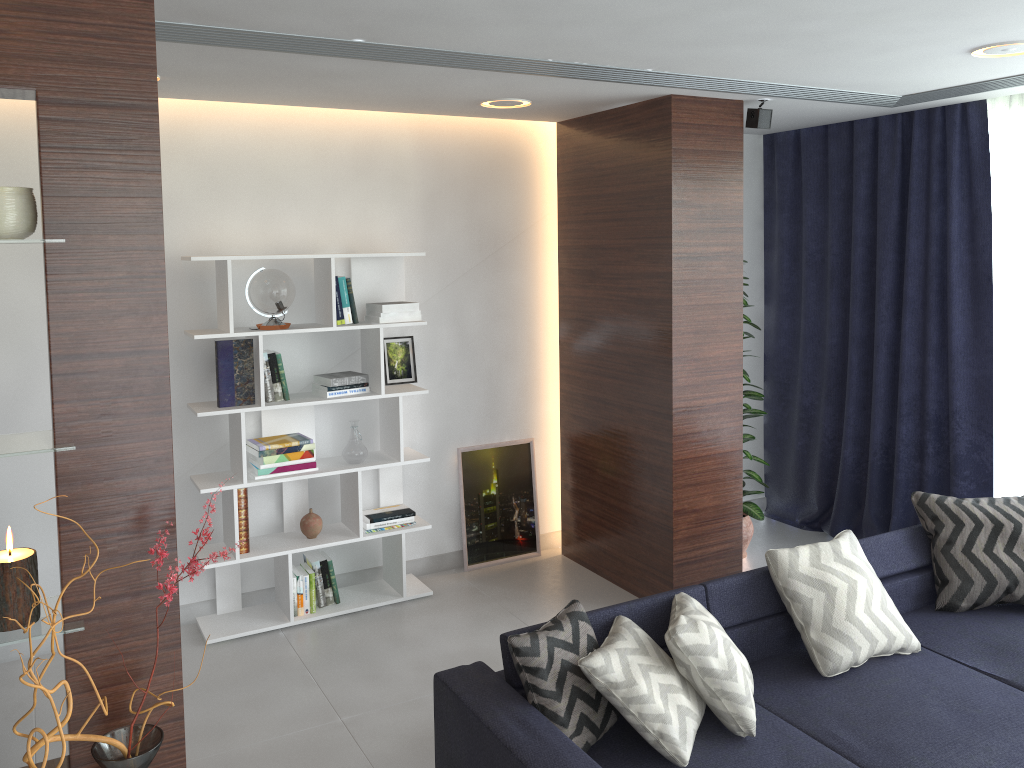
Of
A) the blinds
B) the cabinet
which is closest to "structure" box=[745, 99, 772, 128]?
the blinds

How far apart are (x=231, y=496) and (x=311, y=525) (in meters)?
0.45

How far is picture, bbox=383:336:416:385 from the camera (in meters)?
4.80

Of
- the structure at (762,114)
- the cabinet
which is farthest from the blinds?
the cabinet

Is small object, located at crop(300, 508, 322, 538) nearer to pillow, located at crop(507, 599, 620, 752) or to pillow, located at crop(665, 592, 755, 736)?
pillow, located at crop(507, 599, 620, 752)

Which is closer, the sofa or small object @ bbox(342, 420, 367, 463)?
the sofa

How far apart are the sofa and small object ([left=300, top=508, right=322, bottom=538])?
1.8 meters

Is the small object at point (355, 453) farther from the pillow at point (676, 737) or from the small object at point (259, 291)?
the pillow at point (676, 737)

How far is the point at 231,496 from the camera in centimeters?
425cm

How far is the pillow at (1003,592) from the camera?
3.65m
